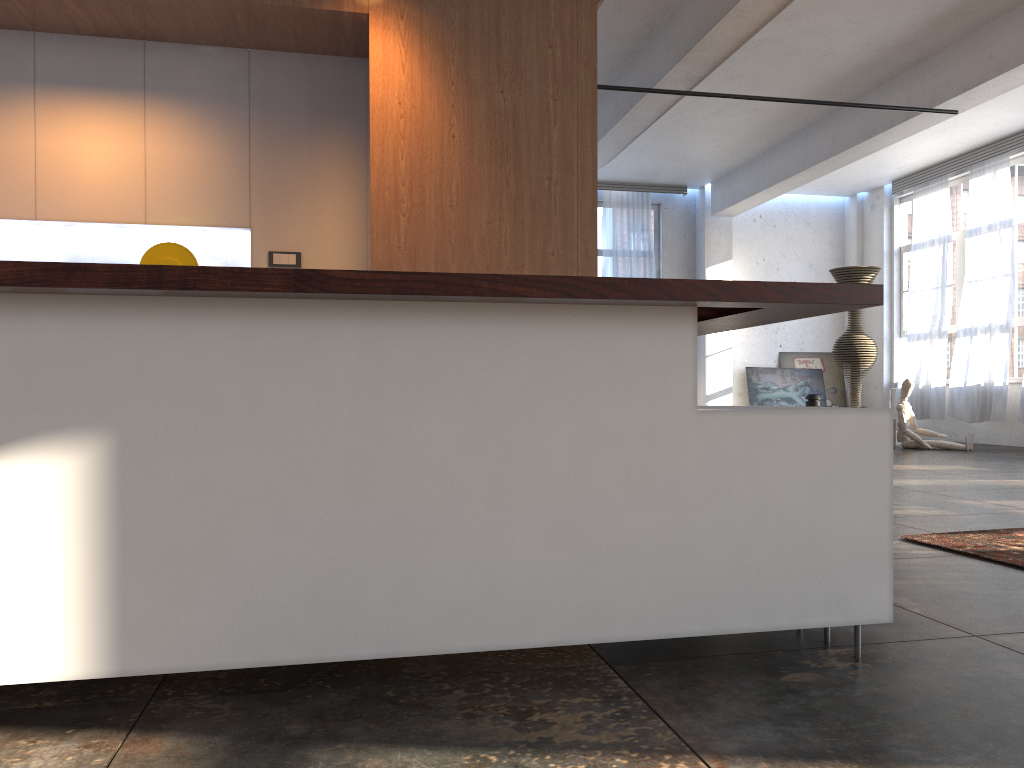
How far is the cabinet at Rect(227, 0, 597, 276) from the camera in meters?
4.1

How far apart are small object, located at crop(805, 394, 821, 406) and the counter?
8.6m

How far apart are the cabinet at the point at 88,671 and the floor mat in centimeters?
162cm

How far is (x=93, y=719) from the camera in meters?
1.9 m

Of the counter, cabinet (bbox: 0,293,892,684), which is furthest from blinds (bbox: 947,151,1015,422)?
cabinet (bbox: 0,293,892,684)

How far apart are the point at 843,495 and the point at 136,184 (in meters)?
3.70

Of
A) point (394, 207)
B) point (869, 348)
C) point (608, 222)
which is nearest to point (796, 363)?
point (869, 348)

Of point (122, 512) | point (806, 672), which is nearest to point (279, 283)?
point (122, 512)

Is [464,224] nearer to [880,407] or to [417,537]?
[417,537]

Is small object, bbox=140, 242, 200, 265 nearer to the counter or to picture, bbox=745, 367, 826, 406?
the counter
